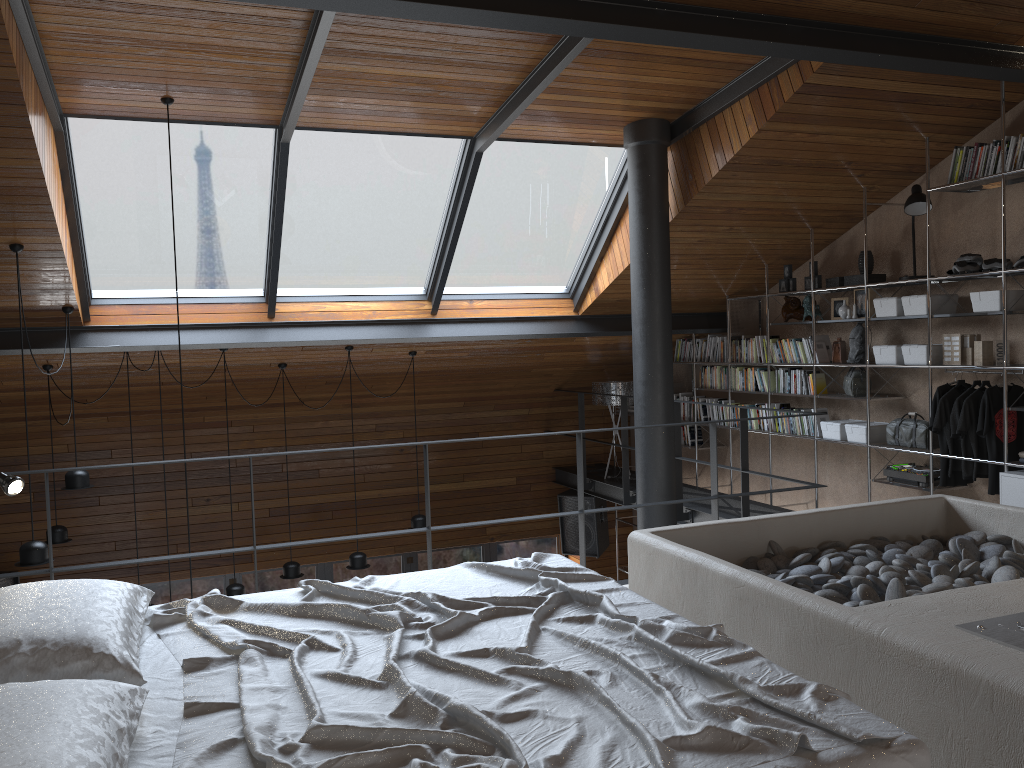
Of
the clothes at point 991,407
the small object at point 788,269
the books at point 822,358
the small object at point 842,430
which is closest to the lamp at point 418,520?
the small object at point 842,430

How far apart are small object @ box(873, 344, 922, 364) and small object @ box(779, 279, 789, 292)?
1.2m

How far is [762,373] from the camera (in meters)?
7.60

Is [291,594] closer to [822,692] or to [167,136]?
[822,692]

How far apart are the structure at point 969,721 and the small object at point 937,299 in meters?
1.8 m

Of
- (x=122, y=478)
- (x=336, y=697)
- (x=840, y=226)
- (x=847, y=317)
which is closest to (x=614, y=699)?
(x=336, y=697)

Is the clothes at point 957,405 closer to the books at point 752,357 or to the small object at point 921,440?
the small object at point 921,440

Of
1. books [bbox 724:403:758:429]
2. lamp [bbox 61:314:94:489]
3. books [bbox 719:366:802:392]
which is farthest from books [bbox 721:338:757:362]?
lamp [bbox 61:314:94:489]

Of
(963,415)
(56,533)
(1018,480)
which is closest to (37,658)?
(1018,480)

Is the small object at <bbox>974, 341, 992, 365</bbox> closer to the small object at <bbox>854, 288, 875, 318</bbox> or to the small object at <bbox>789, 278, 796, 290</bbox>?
the small object at <bbox>854, 288, 875, 318</bbox>
